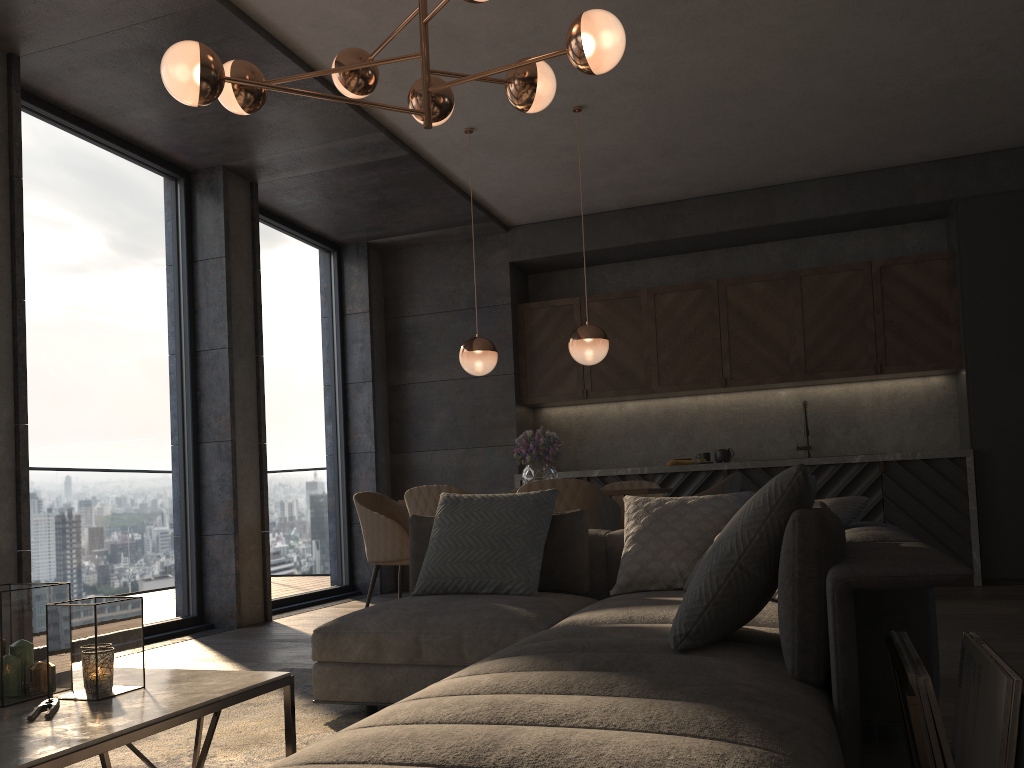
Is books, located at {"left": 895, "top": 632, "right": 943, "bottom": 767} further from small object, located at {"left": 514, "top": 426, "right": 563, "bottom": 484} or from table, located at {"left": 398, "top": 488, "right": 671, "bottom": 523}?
small object, located at {"left": 514, "top": 426, "right": 563, "bottom": 484}

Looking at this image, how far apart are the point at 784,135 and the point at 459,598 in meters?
4.2

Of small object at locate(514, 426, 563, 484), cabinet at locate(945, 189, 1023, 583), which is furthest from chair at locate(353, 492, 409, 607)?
cabinet at locate(945, 189, 1023, 583)

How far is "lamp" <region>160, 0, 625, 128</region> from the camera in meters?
2.8

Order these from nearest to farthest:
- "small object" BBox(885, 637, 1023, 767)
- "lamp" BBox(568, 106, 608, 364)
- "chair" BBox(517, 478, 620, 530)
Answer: "small object" BBox(885, 637, 1023, 767), "chair" BBox(517, 478, 620, 530), "lamp" BBox(568, 106, 608, 364)

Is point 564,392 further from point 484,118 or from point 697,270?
point 484,118

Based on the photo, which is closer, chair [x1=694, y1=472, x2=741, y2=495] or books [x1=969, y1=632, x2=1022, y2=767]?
books [x1=969, y1=632, x2=1022, y2=767]

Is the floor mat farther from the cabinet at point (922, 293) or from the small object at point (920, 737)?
the cabinet at point (922, 293)

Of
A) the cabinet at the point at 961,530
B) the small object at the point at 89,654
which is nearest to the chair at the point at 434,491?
the small object at the point at 89,654

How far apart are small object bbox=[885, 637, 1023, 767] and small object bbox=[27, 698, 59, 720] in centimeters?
167cm
